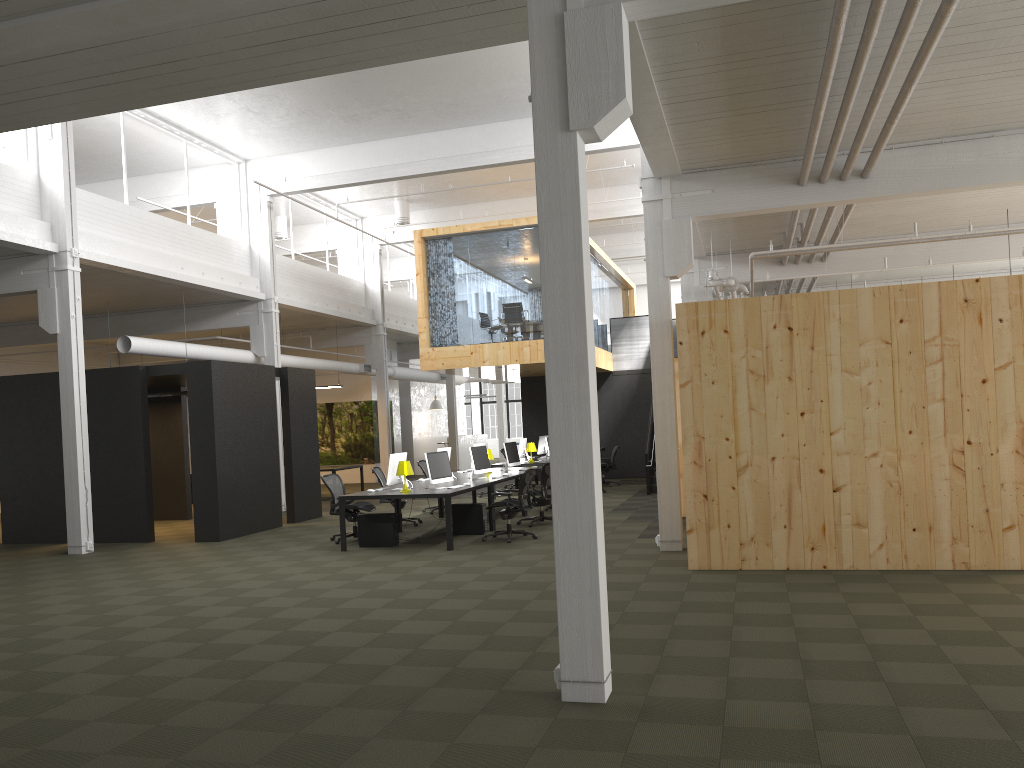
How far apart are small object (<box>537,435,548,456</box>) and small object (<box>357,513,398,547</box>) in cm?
971

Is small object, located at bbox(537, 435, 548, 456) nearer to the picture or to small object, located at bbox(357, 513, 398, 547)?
the picture

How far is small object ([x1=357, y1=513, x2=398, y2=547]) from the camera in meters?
12.2

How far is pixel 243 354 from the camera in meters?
18.4 m

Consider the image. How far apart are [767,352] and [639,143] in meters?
8.7

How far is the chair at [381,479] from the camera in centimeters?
1496cm

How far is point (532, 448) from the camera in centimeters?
1916cm

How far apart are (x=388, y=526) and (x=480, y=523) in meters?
1.5

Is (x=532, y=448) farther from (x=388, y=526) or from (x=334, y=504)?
(x=388, y=526)

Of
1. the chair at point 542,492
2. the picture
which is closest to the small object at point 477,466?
the chair at point 542,492
